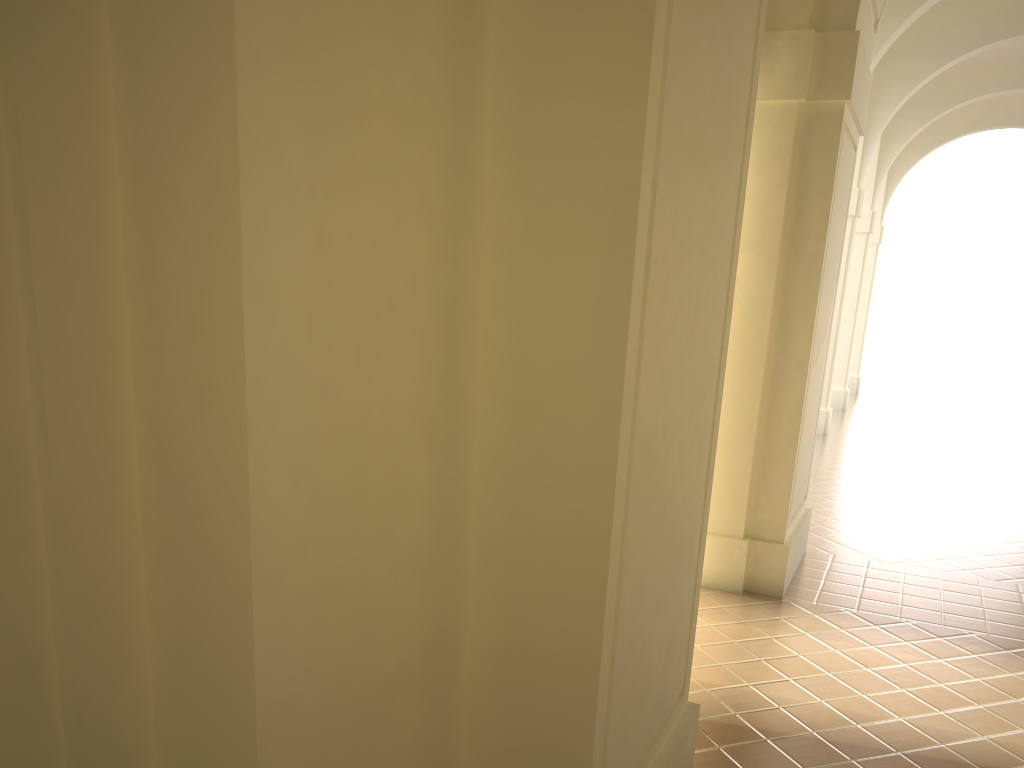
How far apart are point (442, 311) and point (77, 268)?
1.0m
